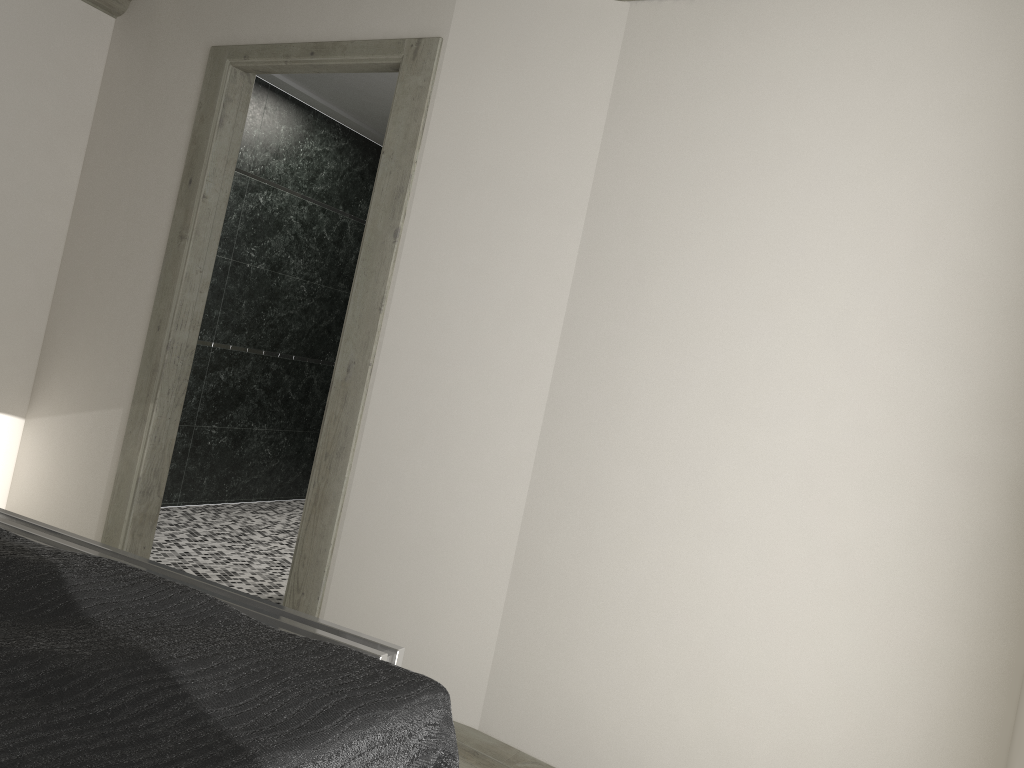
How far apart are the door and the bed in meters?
1.8 m

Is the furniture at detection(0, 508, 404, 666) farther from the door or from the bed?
the door

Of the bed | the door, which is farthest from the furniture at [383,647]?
the door

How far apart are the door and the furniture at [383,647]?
1.0 meters

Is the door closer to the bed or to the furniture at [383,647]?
the furniture at [383,647]

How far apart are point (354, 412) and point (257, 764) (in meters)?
2.54

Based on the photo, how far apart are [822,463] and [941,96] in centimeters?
109cm

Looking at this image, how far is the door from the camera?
3.54m

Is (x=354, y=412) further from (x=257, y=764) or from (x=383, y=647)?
(x=257, y=764)

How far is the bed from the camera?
1.0m
